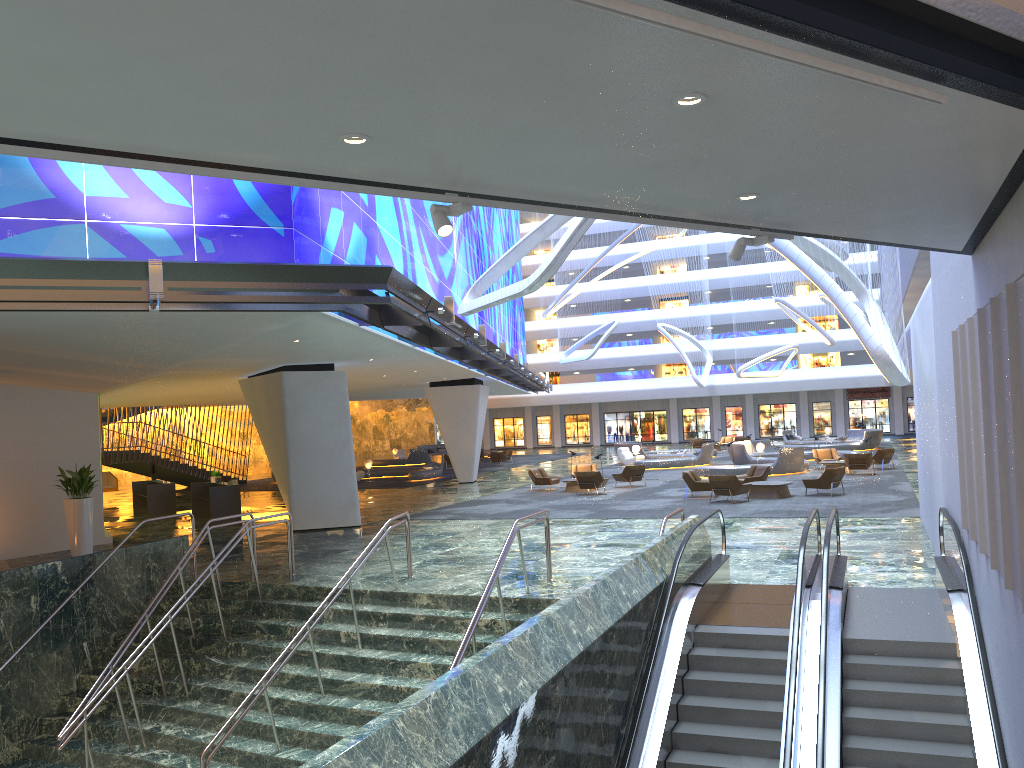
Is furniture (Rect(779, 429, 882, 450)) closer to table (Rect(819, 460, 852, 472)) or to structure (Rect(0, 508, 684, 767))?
table (Rect(819, 460, 852, 472))

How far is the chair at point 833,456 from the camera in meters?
33.8 m

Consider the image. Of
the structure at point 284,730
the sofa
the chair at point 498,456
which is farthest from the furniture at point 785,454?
the sofa

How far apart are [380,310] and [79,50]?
12.7 meters

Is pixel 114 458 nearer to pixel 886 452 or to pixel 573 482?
pixel 573 482

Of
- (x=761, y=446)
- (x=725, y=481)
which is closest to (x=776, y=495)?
(x=725, y=481)

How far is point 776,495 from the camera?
23.9m

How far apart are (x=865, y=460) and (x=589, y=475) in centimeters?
977cm

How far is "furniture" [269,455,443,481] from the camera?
38.66m

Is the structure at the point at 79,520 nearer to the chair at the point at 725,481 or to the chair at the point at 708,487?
the chair at the point at 725,481
